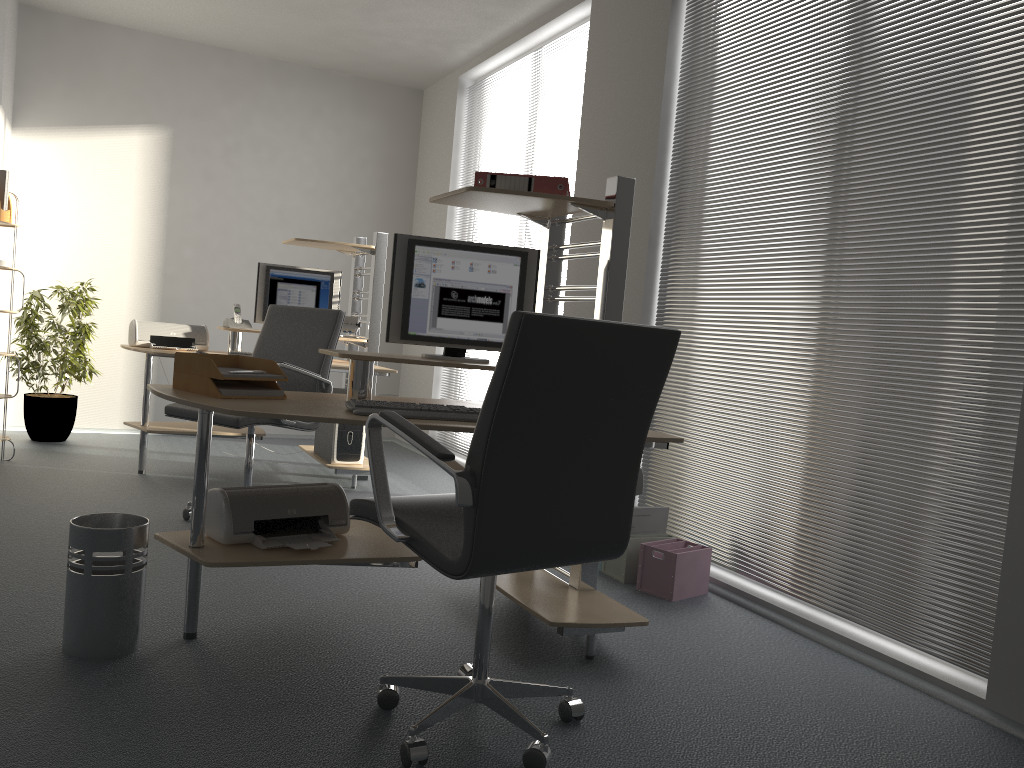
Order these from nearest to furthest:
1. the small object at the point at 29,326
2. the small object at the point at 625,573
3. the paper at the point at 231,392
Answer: the paper at the point at 231,392, the small object at the point at 625,573, the small object at the point at 29,326

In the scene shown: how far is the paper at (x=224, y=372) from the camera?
2.7 meters

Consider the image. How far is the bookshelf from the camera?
5.1m

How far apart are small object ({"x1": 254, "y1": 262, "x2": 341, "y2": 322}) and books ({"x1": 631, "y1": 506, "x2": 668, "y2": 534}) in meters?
2.7 m

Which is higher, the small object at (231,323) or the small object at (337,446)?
the small object at (231,323)

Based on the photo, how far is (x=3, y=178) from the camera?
5.0 meters

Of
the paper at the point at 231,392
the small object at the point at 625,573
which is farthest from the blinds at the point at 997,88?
the paper at the point at 231,392

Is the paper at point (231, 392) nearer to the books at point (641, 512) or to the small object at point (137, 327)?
the books at point (641, 512)

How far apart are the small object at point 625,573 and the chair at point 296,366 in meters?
1.5

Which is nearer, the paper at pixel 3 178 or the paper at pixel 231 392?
the paper at pixel 231 392
